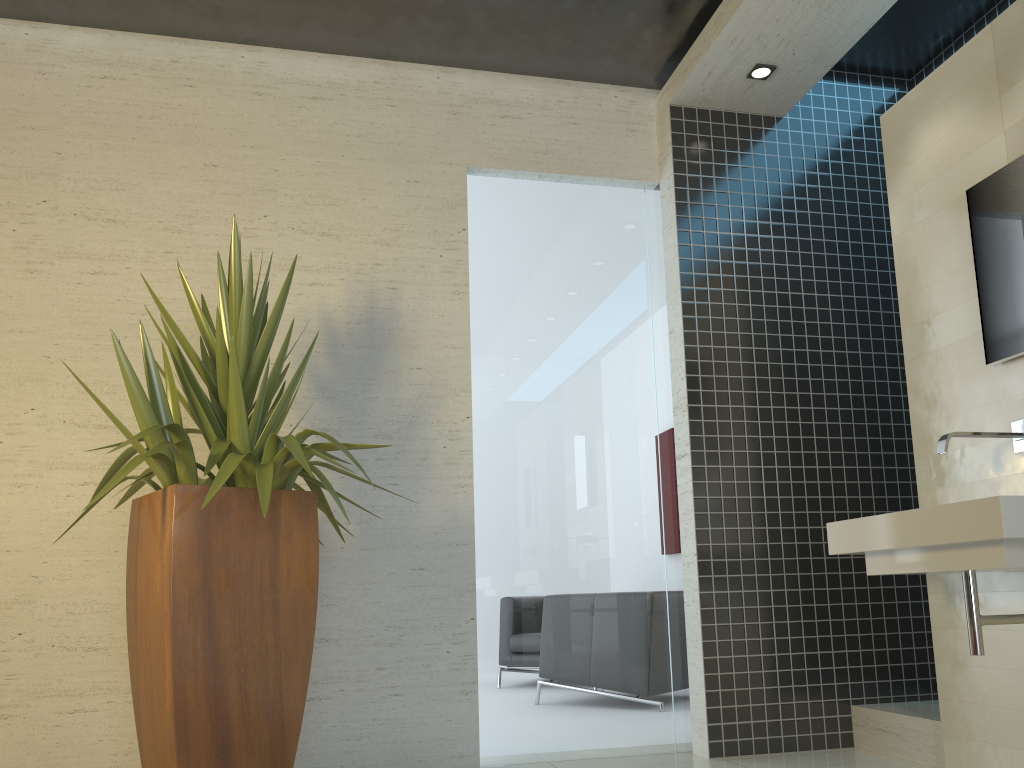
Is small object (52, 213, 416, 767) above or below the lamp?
below

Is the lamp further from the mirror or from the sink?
the sink

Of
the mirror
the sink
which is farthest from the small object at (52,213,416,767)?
the mirror

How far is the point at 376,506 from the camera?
3.9m

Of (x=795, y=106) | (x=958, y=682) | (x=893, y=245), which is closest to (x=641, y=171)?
(x=795, y=106)

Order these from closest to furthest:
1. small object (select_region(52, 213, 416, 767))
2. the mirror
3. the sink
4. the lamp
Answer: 1. the sink
2. small object (select_region(52, 213, 416, 767))
3. the mirror
4. the lamp

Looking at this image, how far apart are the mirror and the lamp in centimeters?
128cm

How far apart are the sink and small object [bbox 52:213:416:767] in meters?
1.7 m

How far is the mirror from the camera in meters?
3.1 m

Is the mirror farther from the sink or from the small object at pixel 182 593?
the small object at pixel 182 593
